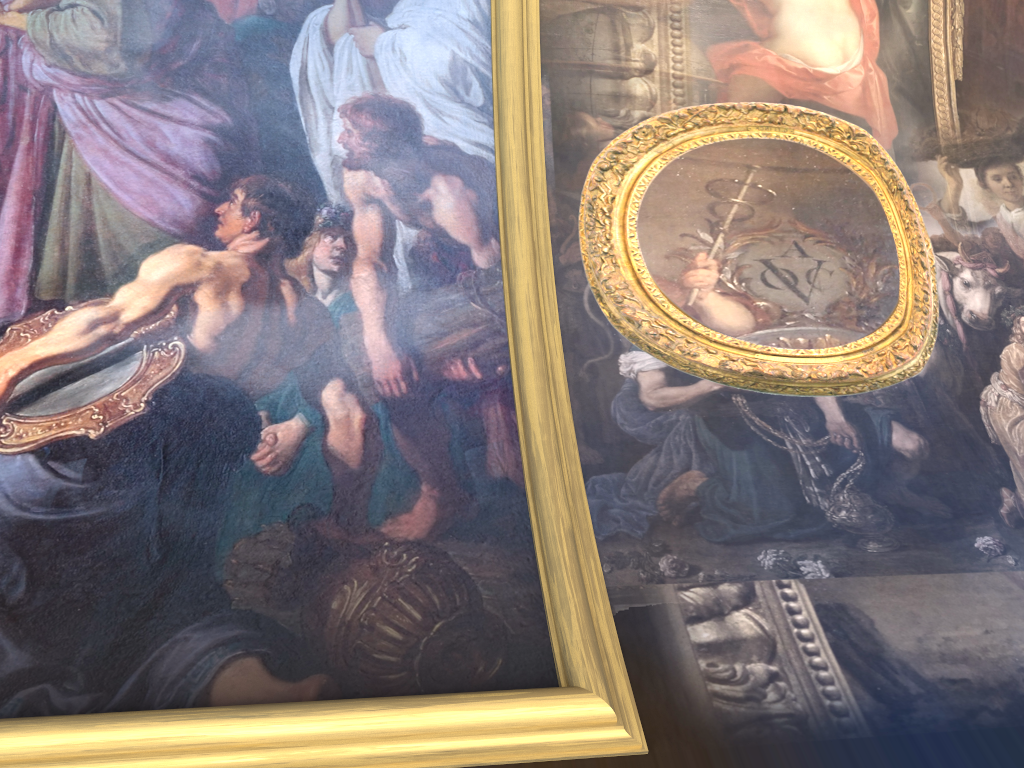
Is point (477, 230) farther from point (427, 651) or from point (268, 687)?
point (268, 687)

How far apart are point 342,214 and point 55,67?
1.99m
